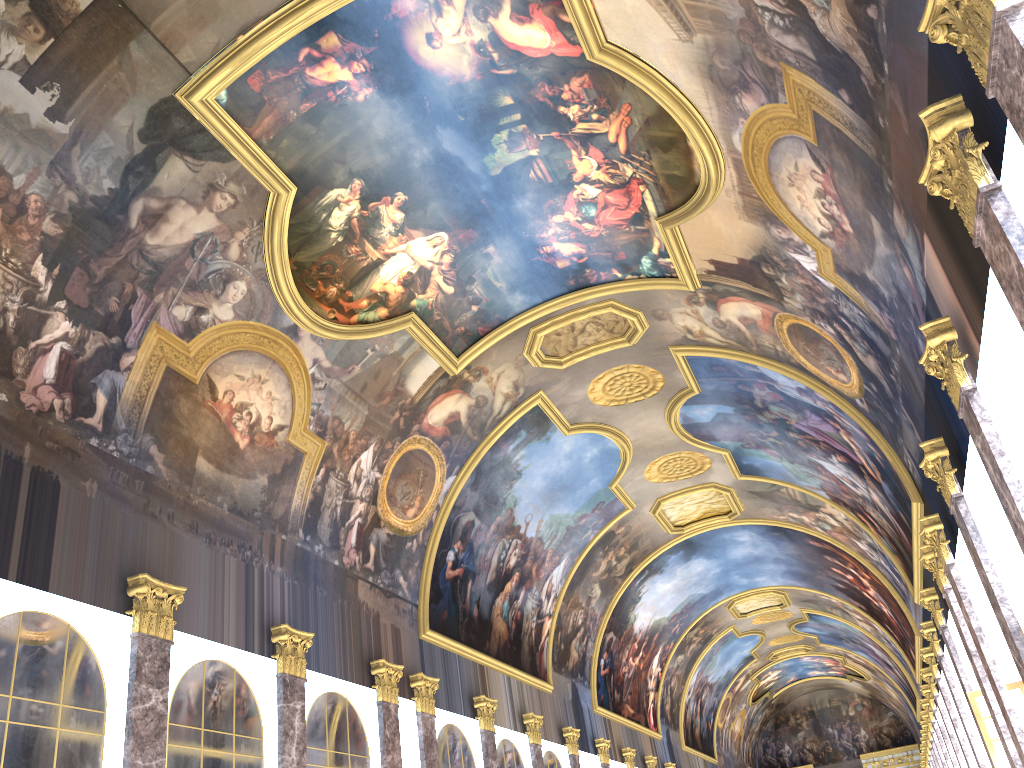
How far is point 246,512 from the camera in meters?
15.8 m

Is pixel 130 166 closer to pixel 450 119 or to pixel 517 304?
pixel 450 119
